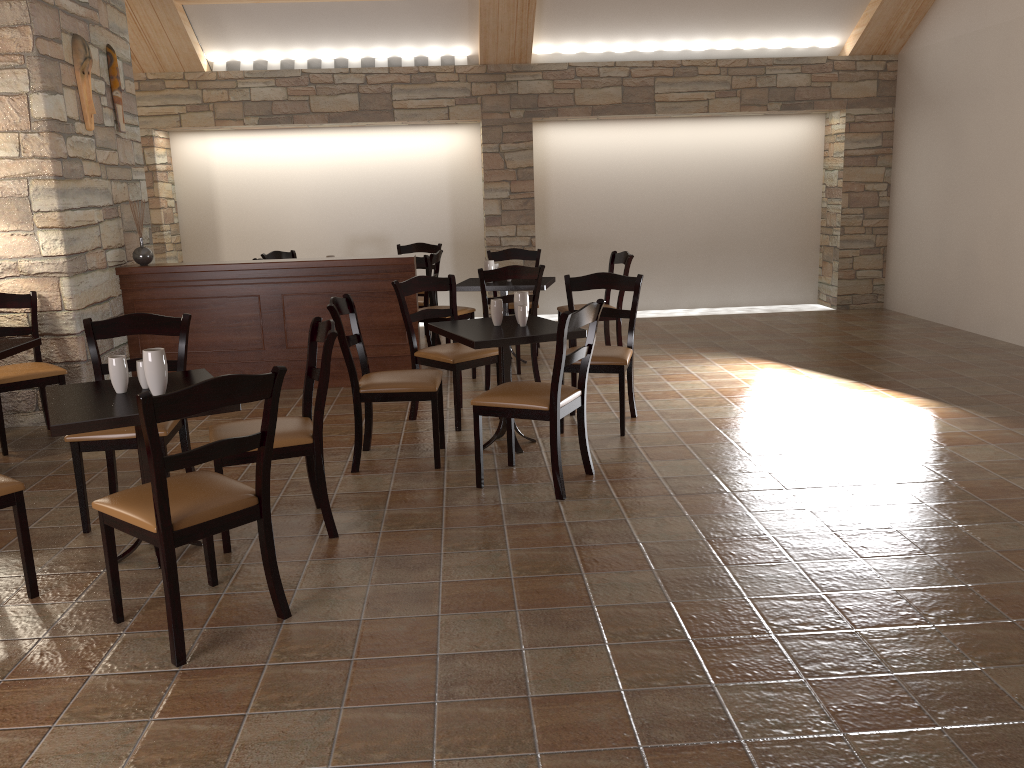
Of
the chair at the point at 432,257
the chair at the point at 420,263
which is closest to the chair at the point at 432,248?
the chair at the point at 432,257

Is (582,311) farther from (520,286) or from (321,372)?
(520,286)

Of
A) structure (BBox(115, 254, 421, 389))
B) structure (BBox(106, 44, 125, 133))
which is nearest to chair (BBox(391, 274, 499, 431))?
structure (BBox(115, 254, 421, 389))

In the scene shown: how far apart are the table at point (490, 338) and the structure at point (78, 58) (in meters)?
2.75

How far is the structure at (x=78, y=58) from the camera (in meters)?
5.50

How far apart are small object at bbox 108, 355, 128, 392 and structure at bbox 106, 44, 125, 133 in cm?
357

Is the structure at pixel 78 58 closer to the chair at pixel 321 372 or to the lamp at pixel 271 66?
the chair at pixel 321 372

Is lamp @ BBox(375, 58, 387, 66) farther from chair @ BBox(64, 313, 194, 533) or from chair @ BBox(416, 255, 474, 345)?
chair @ BBox(64, 313, 194, 533)

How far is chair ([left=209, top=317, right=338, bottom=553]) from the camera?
3.4m

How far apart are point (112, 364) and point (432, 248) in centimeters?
573cm
